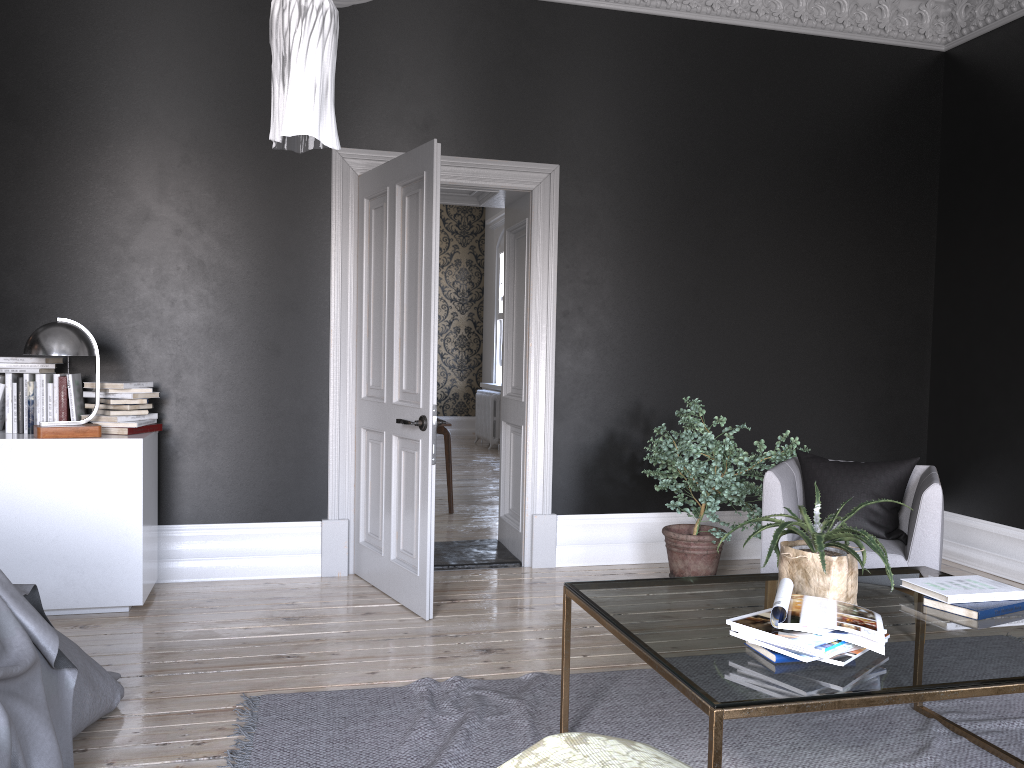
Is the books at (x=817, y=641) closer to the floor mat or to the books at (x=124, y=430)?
the floor mat

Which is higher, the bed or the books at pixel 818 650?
the books at pixel 818 650

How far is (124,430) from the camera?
4.6 meters

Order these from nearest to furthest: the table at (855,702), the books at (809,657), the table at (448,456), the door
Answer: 1. the table at (855,702)
2. the books at (809,657)
3. the door
4. the table at (448,456)

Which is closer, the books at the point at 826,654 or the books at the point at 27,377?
the books at the point at 826,654

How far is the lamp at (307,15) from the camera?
2.2 meters

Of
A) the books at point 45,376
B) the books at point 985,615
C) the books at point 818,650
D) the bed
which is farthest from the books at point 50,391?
the books at point 985,615

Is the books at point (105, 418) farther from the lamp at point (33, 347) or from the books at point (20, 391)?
the books at point (20, 391)

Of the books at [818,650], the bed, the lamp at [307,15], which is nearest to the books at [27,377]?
the bed

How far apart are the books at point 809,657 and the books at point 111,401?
3.6m
